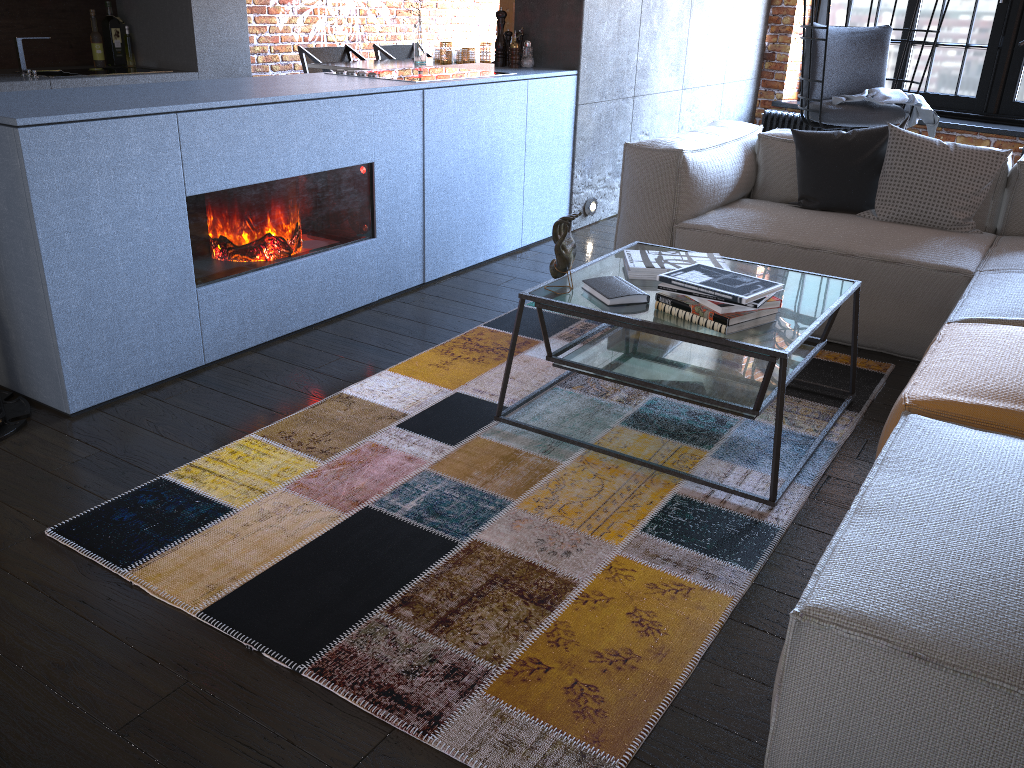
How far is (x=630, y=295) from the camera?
2.41m

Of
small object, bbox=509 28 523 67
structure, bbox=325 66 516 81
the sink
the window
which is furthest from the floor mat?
the window

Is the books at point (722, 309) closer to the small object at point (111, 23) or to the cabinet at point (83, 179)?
the cabinet at point (83, 179)

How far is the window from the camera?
5.7m

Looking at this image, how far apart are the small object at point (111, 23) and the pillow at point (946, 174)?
4.45m

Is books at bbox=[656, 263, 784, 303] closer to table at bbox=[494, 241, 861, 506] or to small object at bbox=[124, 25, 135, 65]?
table at bbox=[494, 241, 861, 506]

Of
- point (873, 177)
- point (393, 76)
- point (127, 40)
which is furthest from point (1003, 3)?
point (127, 40)

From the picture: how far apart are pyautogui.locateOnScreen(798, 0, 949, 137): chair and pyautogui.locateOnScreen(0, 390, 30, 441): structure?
4.1 meters

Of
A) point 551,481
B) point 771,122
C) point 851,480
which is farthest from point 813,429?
point 771,122

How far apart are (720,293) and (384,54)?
5.3 meters
